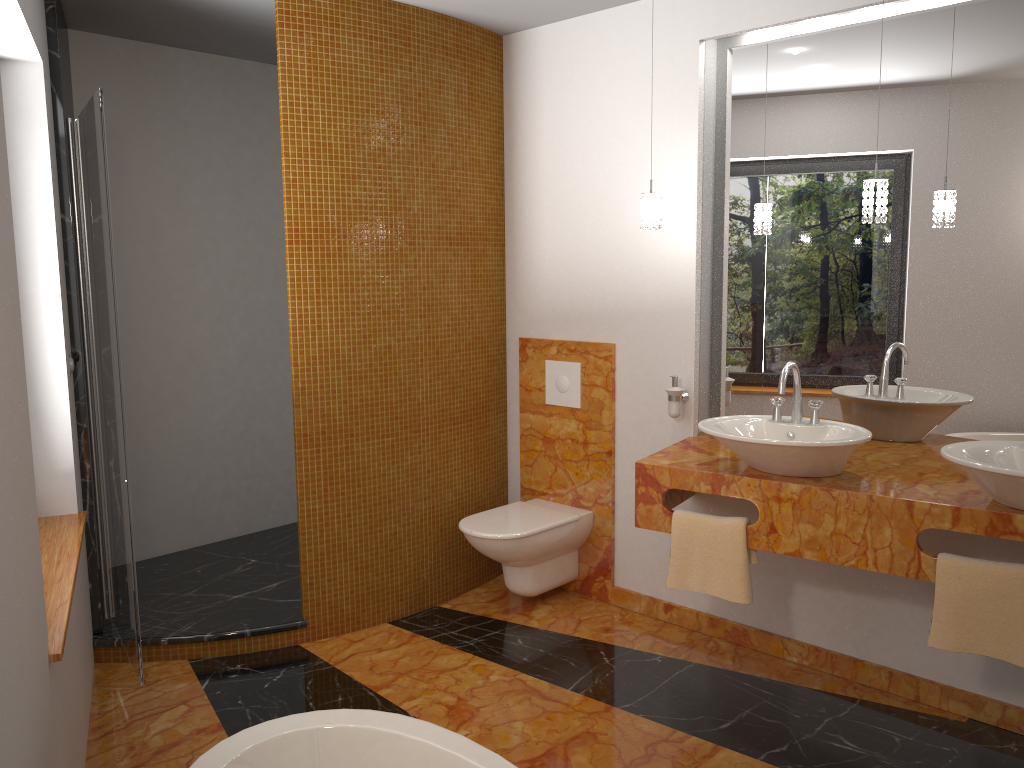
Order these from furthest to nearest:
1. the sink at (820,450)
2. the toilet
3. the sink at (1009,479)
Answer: the toilet → the sink at (820,450) → the sink at (1009,479)

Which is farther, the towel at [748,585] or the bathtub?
the towel at [748,585]

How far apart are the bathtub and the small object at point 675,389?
1.8m

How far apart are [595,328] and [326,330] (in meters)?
1.14

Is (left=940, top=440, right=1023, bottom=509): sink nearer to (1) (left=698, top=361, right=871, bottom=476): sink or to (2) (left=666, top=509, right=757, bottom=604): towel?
(1) (left=698, top=361, right=871, bottom=476): sink

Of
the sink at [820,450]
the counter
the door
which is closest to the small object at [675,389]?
the counter

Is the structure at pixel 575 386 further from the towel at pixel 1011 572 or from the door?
the door

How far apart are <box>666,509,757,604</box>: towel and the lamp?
1.0m

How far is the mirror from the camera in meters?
2.8

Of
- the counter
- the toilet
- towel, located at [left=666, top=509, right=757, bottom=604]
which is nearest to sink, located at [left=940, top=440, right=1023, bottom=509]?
the counter
